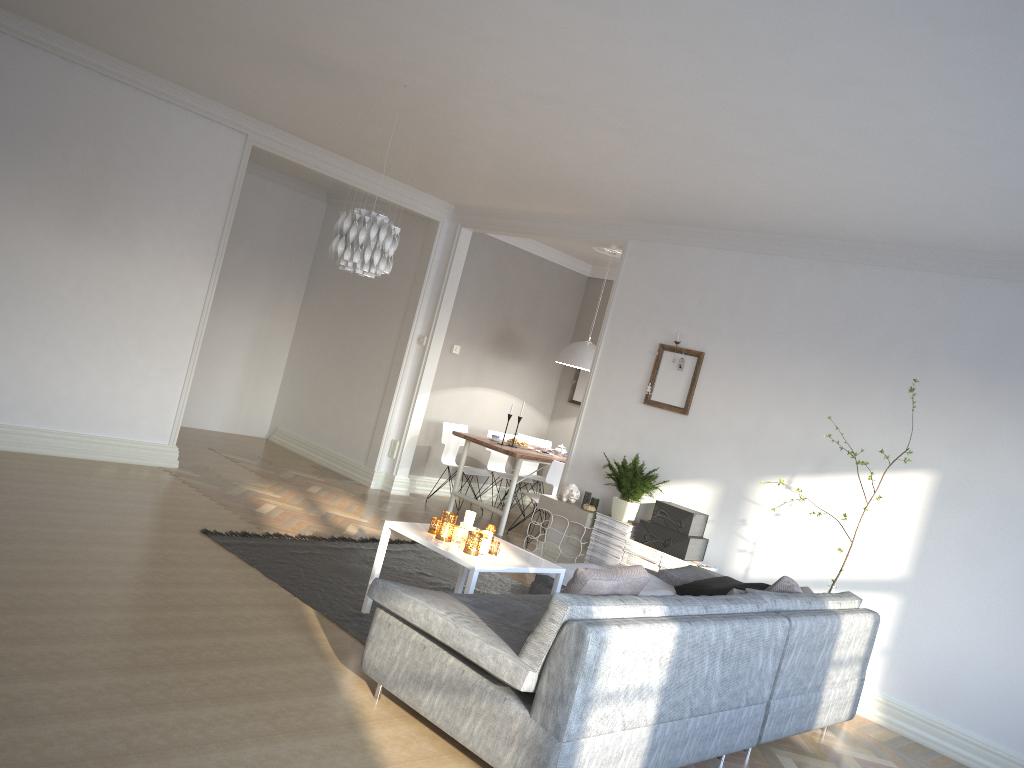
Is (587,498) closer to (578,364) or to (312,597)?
(578,364)

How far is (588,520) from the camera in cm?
646

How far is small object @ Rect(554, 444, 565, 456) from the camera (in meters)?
8.52

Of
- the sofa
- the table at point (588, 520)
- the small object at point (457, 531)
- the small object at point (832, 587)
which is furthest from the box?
the small object at point (457, 531)

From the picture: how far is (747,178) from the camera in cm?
488

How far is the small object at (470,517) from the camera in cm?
470

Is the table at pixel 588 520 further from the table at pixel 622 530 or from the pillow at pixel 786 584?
the pillow at pixel 786 584

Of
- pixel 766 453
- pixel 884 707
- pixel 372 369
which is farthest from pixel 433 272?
pixel 884 707

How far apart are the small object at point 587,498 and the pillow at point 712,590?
1.7 meters

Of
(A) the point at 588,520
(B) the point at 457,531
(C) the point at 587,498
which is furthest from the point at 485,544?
(C) the point at 587,498
